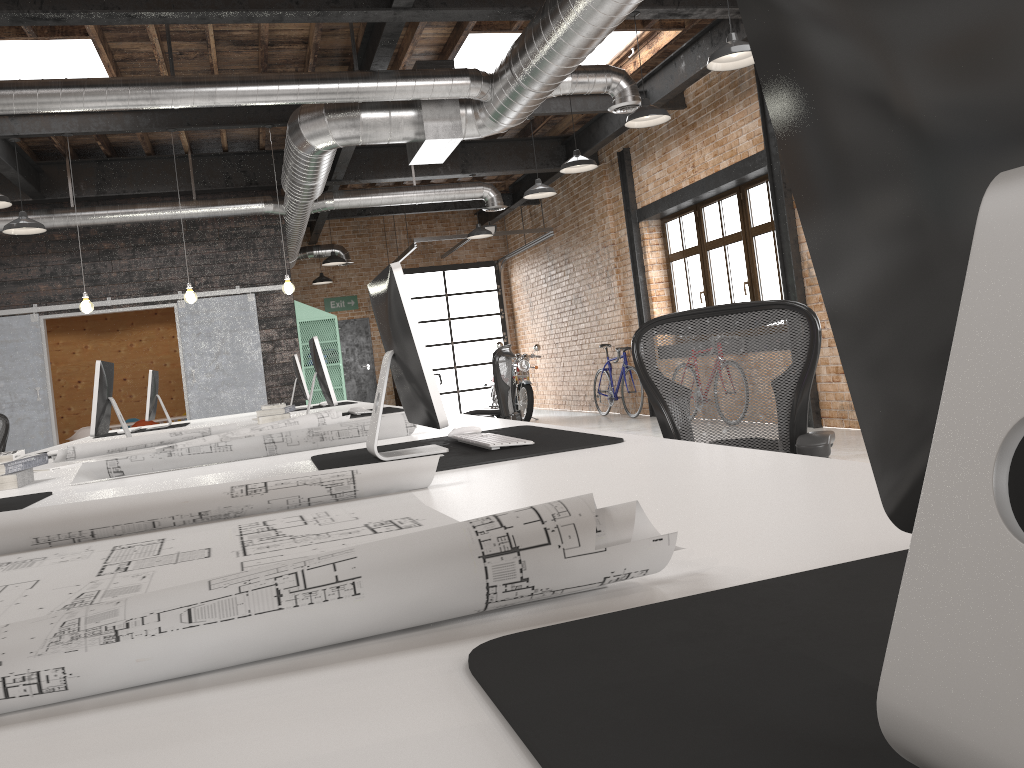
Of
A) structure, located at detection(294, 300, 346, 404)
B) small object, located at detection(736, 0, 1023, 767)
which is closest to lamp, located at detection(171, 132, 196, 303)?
structure, located at detection(294, 300, 346, 404)

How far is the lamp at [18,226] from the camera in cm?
794

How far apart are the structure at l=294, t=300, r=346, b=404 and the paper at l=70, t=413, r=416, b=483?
8.81m

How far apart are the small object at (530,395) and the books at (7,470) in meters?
10.5

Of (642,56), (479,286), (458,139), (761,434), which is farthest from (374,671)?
(479,286)

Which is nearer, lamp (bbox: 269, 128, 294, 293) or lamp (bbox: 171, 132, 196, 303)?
lamp (bbox: 171, 132, 196, 303)

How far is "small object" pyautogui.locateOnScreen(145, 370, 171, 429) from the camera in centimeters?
723cm

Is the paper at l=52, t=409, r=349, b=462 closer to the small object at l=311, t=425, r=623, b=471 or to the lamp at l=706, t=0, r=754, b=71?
the small object at l=311, t=425, r=623, b=471

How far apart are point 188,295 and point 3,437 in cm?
201

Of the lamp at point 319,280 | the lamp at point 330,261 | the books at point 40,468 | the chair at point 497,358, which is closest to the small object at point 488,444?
the books at point 40,468
